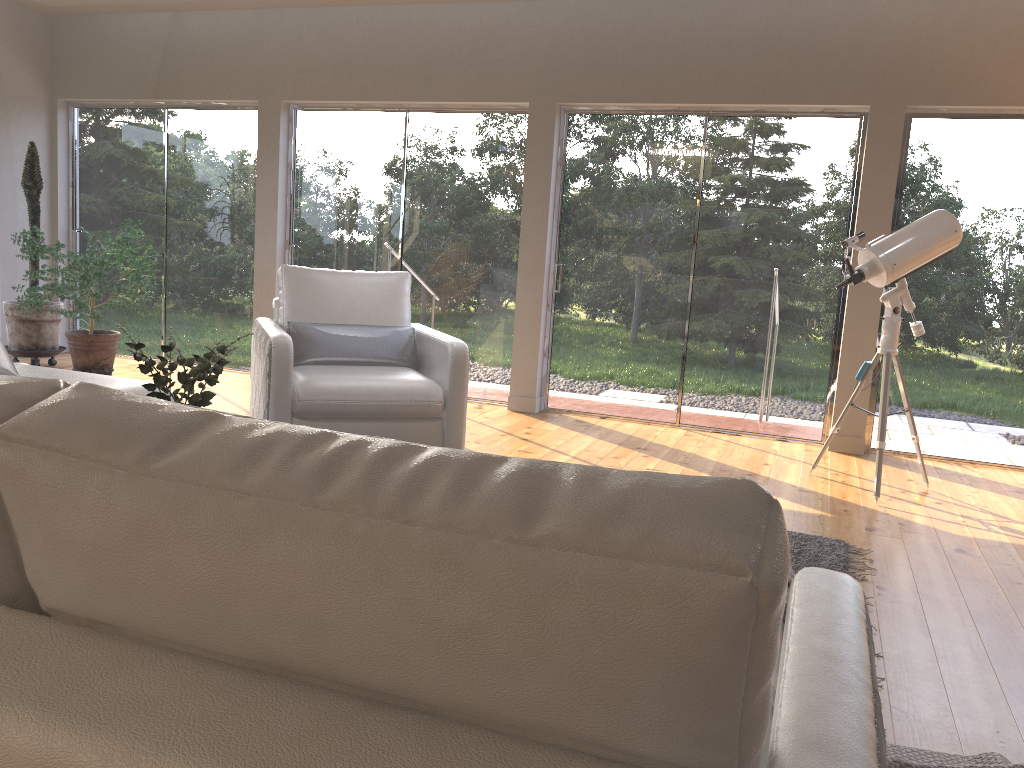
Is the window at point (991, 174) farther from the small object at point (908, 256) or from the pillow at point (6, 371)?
the pillow at point (6, 371)

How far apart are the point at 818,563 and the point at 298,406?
2.42m

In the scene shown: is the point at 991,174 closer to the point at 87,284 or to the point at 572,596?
the point at 572,596

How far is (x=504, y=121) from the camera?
6.29m

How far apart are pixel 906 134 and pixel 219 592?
5.71m

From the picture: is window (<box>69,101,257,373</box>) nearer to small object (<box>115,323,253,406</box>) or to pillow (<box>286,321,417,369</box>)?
pillow (<box>286,321,417,369</box>)

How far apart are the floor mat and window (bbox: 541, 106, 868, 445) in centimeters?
224cm

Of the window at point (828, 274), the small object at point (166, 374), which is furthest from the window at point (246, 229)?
the small object at point (166, 374)

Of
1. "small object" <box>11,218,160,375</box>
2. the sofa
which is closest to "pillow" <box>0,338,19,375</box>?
the sofa

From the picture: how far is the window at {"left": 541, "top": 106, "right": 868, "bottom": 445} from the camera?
5.7m
